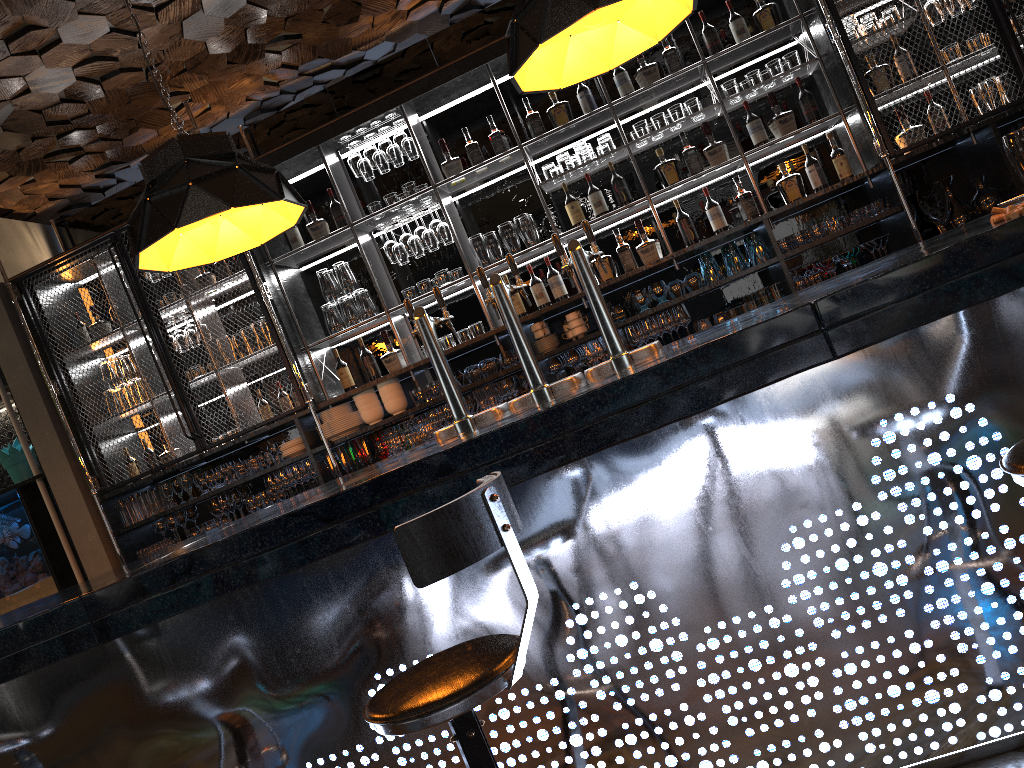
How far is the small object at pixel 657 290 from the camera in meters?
5.0 m

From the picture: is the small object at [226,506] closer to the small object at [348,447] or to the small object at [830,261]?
the small object at [348,447]

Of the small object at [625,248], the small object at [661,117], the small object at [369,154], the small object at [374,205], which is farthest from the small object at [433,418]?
the small object at [661,117]

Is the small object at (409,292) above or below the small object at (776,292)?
above

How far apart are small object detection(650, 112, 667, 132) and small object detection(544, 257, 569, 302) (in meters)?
1.02

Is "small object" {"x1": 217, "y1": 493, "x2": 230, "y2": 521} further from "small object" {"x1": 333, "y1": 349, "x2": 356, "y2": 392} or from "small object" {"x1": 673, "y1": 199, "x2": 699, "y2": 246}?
"small object" {"x1": 673, "y1": 199, "x2": 699, "y2": 246}

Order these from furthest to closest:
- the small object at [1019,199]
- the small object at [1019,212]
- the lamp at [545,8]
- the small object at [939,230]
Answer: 1. the small object at [939,230]
2. the small object at [1019,199]
3. the lamp at [545,8]
4. the small object at [1019,212]

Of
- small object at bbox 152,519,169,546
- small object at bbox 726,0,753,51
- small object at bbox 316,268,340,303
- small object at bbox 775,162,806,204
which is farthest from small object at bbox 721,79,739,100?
small object at bbox 152,519,169,546

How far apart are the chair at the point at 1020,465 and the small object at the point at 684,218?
3.67m

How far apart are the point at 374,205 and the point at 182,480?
2.1 meters
